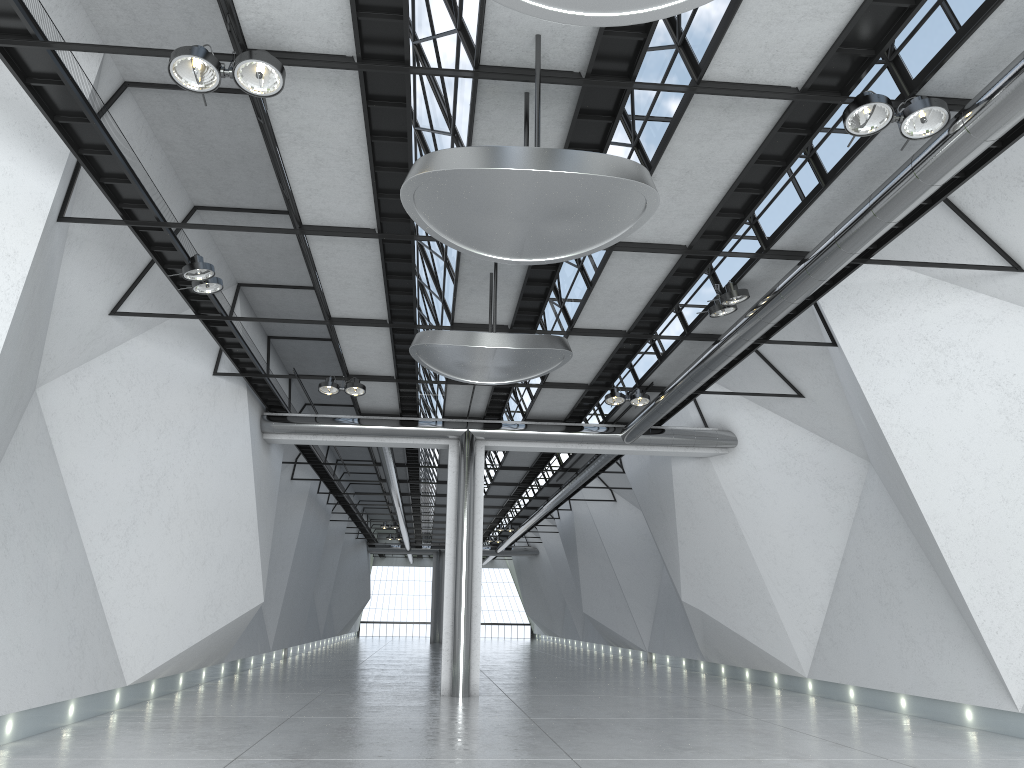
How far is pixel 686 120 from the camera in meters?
41.8 m

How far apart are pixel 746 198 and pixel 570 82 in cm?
1612
